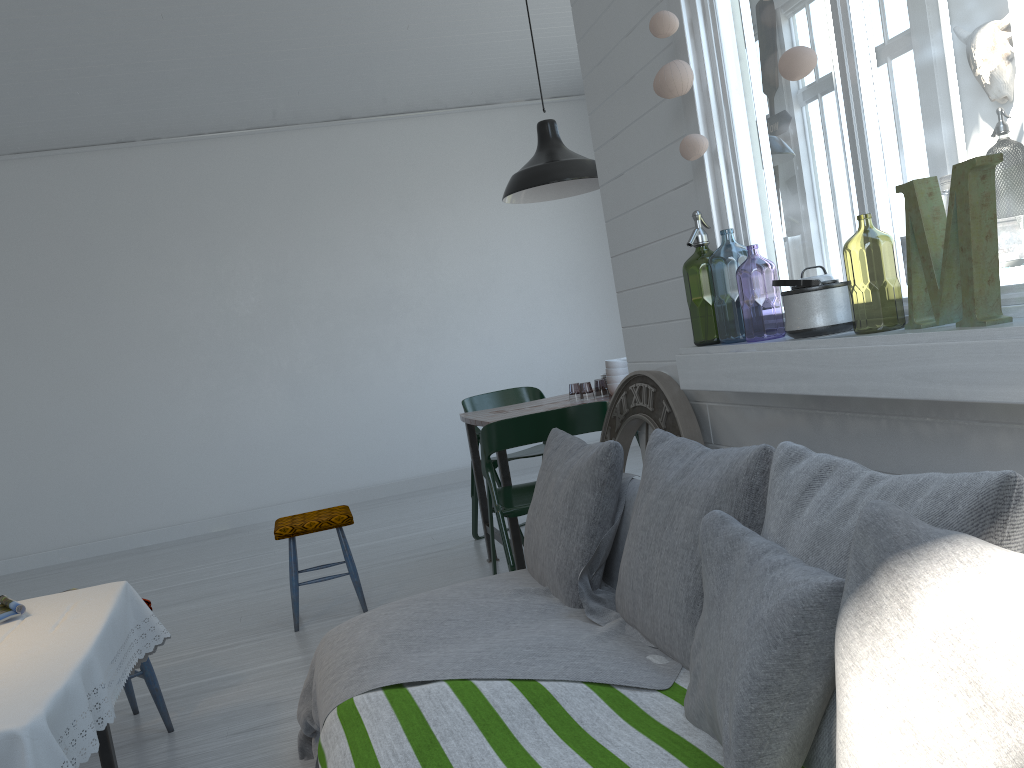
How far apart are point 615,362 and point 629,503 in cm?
224

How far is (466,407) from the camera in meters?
6.0

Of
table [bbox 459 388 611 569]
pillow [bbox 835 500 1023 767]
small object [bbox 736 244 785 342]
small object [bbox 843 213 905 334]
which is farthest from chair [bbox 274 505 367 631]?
pillow [bbox 835 500 1023 767]

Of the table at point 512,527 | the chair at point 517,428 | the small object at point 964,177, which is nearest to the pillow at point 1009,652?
the small object at point 964,177

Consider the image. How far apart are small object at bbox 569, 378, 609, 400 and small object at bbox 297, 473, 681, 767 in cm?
405

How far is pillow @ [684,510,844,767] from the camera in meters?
1.4

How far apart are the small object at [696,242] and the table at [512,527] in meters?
0.9

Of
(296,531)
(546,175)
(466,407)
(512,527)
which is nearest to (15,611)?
(296,531)

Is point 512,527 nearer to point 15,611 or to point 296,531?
point 296,531

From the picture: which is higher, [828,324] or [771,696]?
[828,324]
